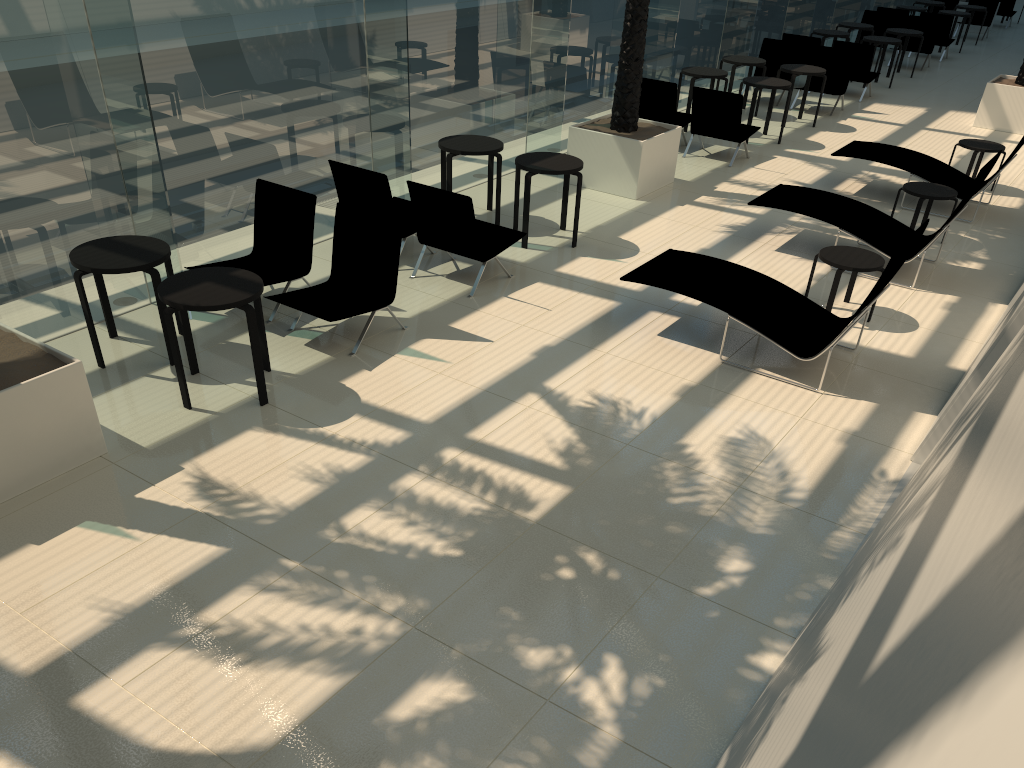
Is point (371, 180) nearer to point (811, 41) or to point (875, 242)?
point (875, 242)

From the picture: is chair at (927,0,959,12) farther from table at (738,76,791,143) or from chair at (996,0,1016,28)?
table at (738,76,791,143)

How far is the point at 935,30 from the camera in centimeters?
1928cm

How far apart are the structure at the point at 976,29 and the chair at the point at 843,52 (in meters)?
12.23

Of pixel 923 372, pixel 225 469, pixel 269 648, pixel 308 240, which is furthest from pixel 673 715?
pixel 308 240

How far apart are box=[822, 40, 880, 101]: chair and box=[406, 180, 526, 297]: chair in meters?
10.7

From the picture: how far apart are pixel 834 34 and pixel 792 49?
2.4m

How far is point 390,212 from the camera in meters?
8.4

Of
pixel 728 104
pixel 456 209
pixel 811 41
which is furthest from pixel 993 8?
pixel 456 209

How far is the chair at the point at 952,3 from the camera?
23.9 meters
